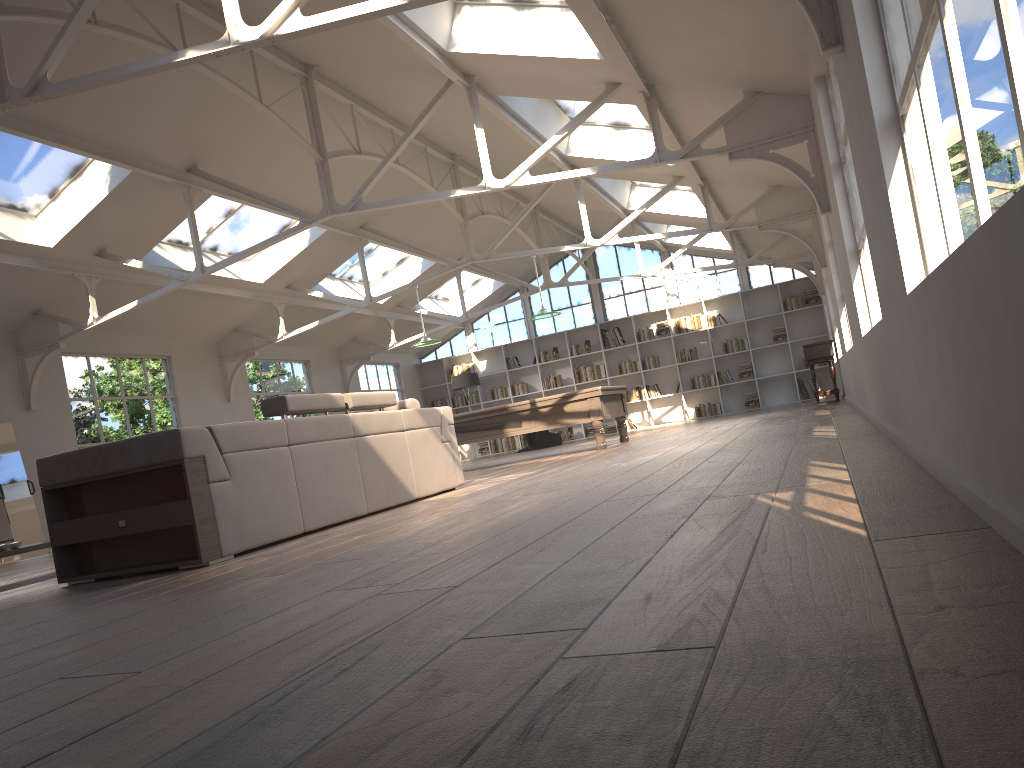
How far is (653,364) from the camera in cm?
1836

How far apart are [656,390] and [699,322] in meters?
1.6 m

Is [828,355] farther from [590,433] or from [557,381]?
[557,381]

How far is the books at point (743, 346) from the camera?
17.78m

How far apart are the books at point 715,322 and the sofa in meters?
11.5 m

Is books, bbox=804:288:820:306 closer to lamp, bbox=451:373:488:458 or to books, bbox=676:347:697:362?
books, bbox=676:347:697:362

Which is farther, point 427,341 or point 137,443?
point 427,341

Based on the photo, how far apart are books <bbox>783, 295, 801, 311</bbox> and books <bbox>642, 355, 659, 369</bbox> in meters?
2.8

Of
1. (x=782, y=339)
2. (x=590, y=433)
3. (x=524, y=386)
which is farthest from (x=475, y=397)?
(x=782, y=339)

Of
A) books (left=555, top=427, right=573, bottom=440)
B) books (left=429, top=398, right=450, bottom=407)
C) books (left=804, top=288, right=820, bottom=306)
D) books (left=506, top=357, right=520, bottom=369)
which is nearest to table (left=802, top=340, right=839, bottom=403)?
books (left=804, top=288, right=820, bottom=306)
